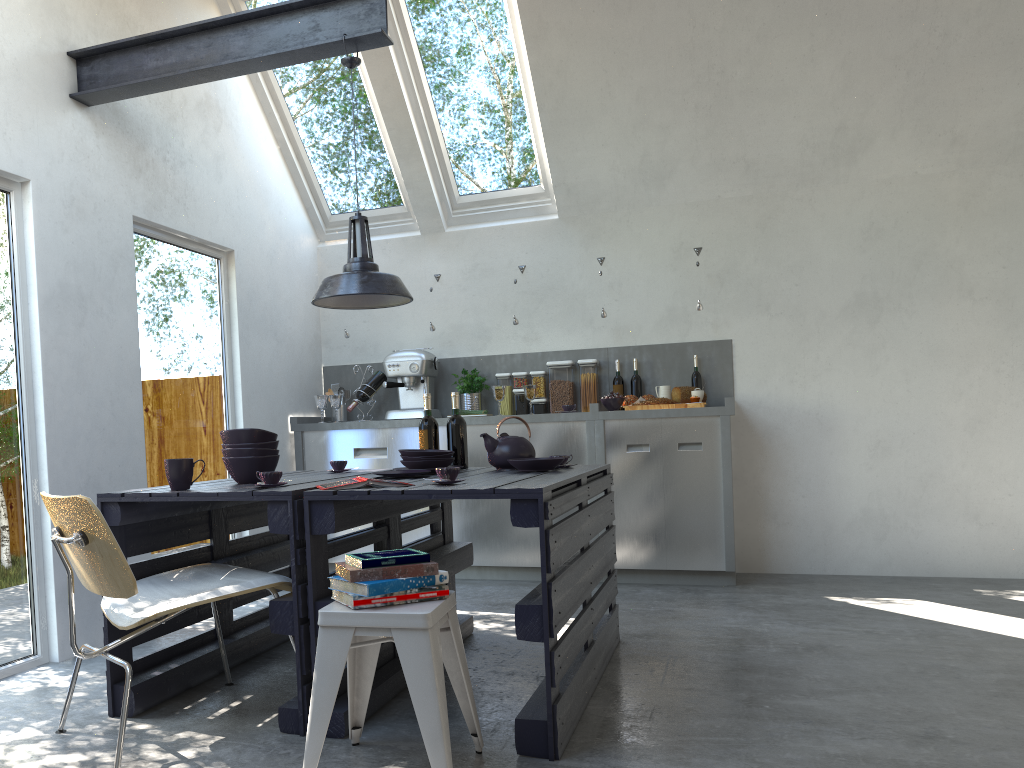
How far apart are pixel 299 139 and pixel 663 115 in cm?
246

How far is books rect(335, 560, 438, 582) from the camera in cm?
230

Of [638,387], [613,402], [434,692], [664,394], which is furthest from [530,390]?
[434,692]

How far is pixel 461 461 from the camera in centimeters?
386cm

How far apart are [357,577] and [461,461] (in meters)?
1.59

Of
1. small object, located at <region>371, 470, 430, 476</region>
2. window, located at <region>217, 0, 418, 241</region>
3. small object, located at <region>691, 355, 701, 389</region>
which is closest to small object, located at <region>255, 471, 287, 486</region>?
small object, located at <region>371, 470, 430, 476</region>

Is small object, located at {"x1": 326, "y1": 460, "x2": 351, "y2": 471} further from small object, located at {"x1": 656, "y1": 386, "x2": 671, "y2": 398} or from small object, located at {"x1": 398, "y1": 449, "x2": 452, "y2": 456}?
small object, located at {"x1": 656, "y1": 386, "x2": 671, "y2": 398}

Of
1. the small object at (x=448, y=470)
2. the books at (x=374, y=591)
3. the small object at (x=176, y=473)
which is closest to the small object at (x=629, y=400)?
the small object at (x=448, y=470)

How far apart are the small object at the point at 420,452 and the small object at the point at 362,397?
2.4 meters

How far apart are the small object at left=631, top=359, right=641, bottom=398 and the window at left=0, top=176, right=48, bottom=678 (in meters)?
3.50
